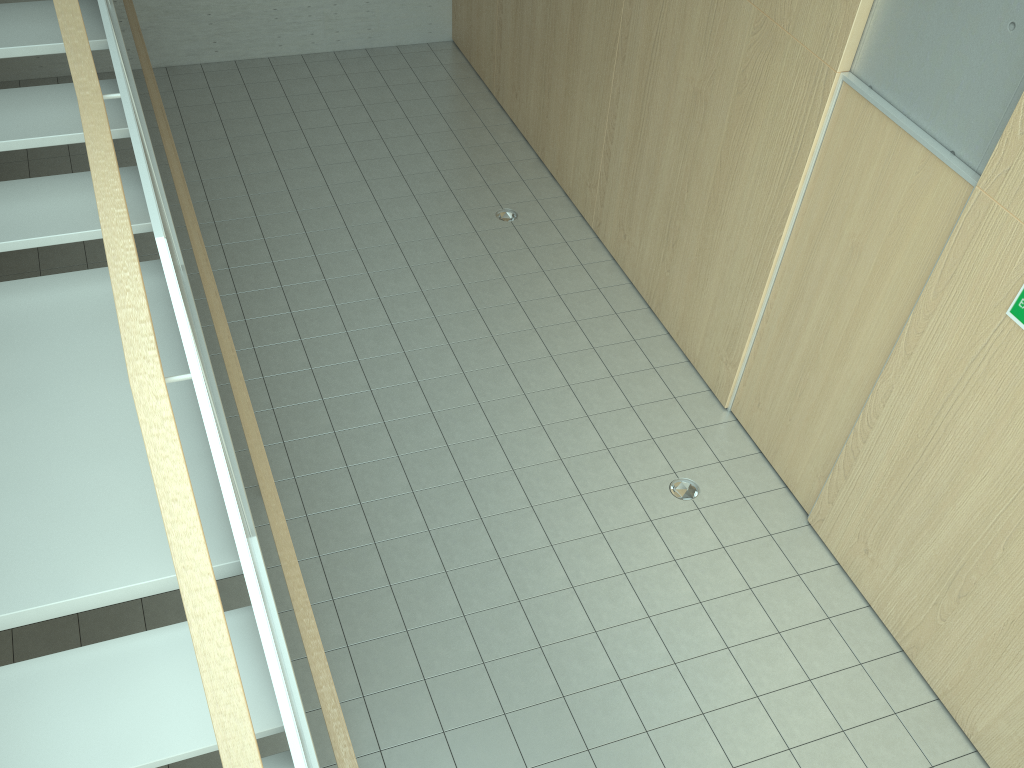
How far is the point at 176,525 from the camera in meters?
2.0 m

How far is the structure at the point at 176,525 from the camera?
2.0 meters

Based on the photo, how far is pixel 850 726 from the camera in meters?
4.1

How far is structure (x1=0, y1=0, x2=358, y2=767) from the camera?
2.0m
